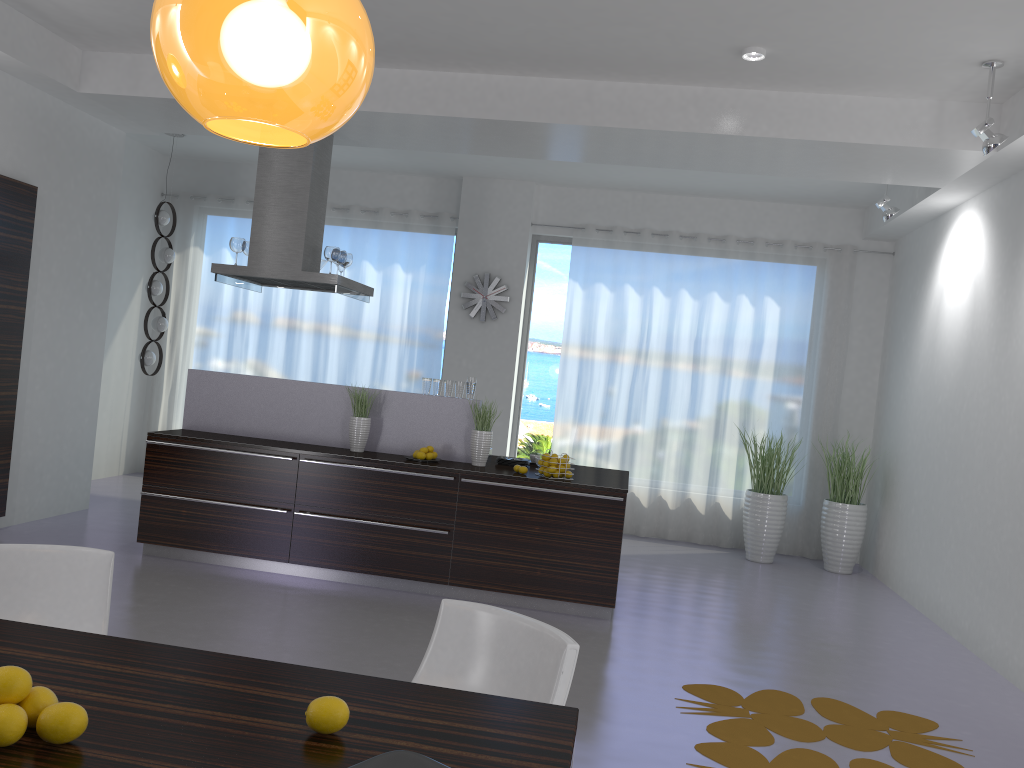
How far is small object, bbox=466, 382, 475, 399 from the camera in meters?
6.3 m

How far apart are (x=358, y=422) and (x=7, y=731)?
4.7 meters

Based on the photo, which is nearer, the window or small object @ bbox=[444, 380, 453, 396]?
small object @ bbox=[444, 380, 453, 396]

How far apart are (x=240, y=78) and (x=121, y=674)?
1.3 meters

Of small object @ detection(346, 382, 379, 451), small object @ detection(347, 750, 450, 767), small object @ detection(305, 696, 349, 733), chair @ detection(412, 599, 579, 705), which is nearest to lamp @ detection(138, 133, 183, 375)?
small object @ detection(346, 382, 379, 451)

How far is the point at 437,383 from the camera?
6.31m

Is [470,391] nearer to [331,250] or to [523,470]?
[523,470]

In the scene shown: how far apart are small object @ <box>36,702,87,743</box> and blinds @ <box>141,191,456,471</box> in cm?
776

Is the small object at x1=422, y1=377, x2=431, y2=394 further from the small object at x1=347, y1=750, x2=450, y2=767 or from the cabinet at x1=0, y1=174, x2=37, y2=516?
the small object at x1=347, y1=750, x2=450, y2=767

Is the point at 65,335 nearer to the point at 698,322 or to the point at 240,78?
the point at 698,322
